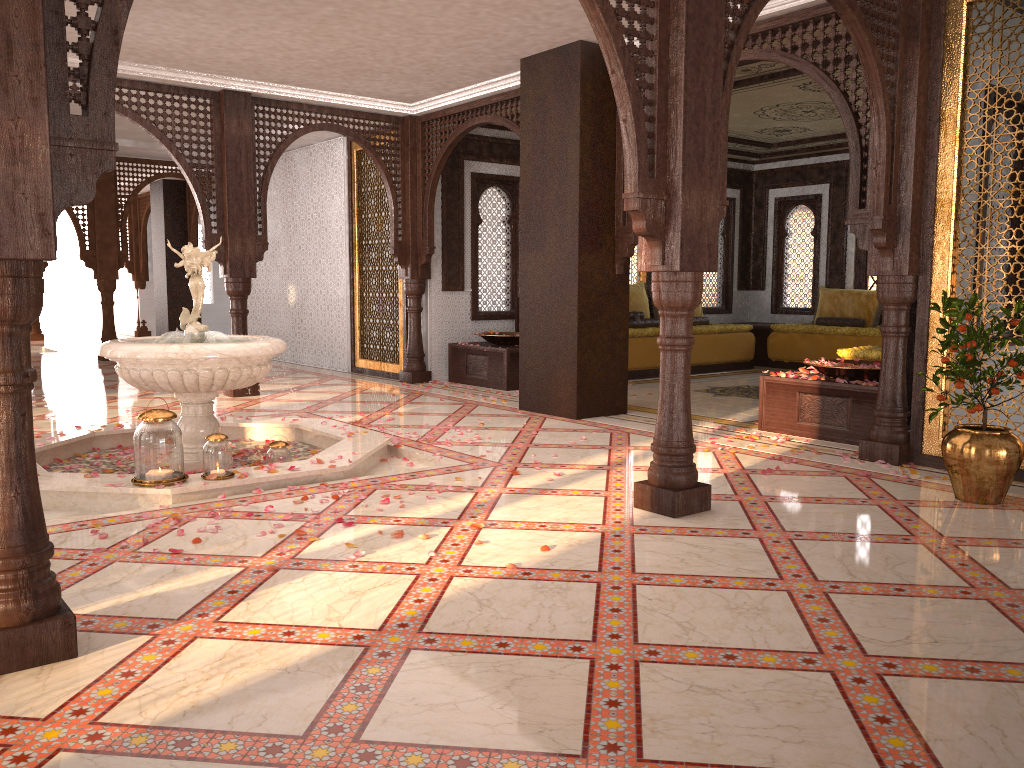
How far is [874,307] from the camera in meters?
11.2

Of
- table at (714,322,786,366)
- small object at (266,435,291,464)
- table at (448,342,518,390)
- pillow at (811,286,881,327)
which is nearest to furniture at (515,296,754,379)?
table at (714,322,786,366)

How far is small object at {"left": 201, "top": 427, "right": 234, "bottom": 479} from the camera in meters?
4.5

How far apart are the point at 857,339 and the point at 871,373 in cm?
472

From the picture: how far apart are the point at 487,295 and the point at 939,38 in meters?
6.0 m

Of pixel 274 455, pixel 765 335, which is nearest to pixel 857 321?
pixel 765 335

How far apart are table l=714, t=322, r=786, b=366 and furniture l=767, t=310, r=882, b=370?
0.2 meters

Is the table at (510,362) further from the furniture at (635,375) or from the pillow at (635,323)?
the pillow at (635,323)

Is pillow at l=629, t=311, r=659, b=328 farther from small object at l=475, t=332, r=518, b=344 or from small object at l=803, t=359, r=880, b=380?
small object at l=803, t=359, r=880, b=380

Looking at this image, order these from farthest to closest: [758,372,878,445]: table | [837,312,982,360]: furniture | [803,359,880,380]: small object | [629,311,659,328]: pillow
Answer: [629,311,659,328]: pillow
[837,312,982,360]: furniture
[803,359,880,380]: small object
[758,372,878,445]: table
